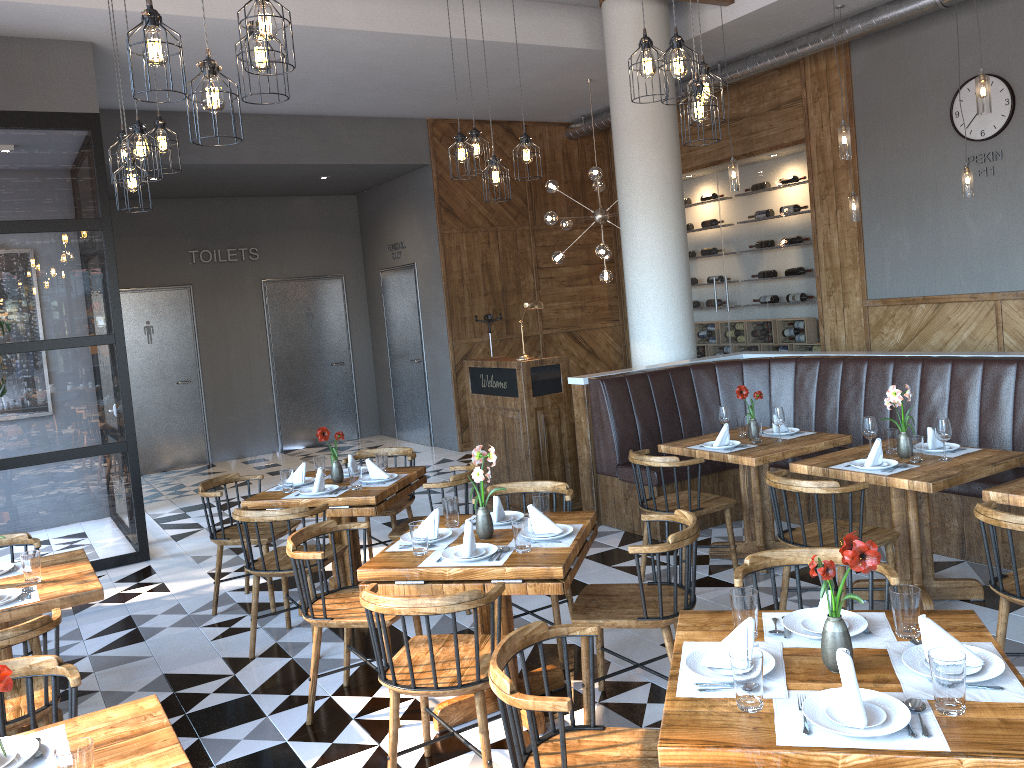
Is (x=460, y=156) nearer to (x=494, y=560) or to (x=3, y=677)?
(x=494, y=560)

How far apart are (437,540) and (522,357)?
3.5 meters

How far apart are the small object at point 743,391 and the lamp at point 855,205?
2.91m

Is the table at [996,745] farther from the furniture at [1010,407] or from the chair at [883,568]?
the furniture at [1010,407]

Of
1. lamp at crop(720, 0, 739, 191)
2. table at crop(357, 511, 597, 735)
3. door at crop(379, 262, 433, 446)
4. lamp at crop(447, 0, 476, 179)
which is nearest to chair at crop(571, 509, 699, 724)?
table at crop(357, 511, 597, 735)

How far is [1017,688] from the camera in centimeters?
211cm

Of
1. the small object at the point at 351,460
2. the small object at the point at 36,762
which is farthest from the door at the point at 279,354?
the small object at the point at 36,762

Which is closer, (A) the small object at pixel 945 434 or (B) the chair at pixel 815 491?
(B) the chair at pixel 815 491

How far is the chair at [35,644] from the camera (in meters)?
4.31

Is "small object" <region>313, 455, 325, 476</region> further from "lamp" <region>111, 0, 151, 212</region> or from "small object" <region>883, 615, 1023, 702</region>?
"small object" <region>883, 615, 1023, 702</region>
